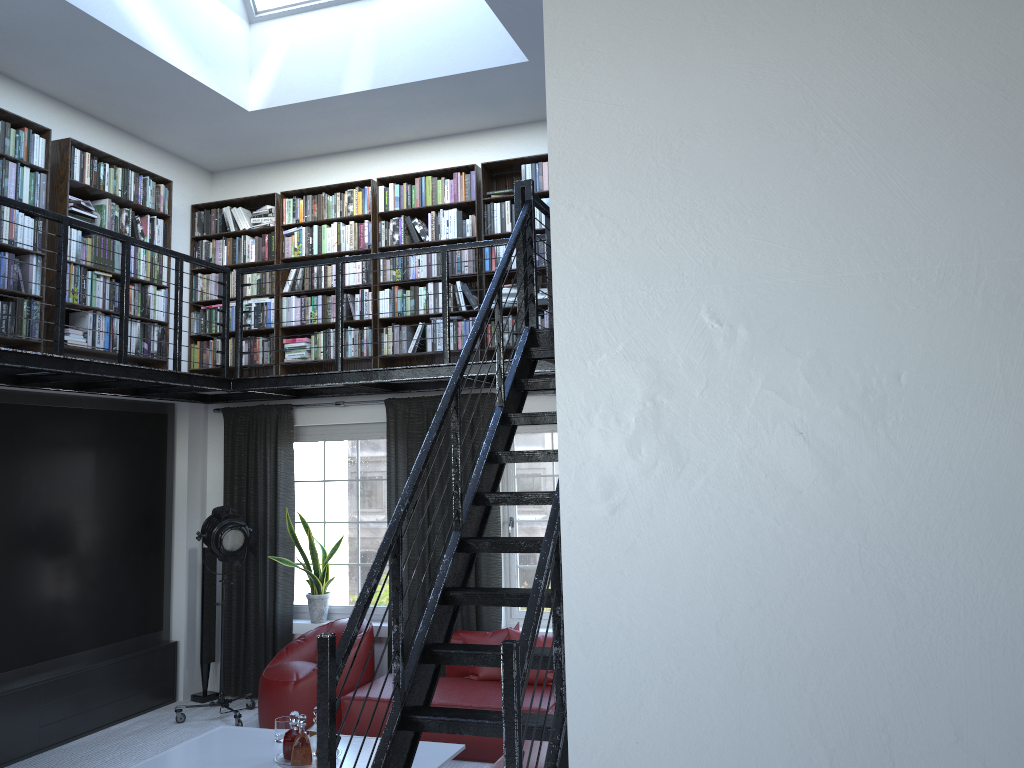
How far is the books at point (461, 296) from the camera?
6.8m

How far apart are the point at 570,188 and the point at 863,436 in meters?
0.8

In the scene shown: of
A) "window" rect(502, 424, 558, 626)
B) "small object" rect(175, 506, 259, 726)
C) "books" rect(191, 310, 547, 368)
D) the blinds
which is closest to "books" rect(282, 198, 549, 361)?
"books" rect(191, 310, 547, 368)

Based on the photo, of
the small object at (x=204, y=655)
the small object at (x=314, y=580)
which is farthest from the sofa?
the small object at (x=204, y=655)

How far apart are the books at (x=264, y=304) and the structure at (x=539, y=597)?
0.5m

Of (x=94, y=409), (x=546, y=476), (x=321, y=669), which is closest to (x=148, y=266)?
(x=94, y=409)

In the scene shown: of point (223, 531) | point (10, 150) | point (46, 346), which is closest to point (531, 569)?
point (223, 531)

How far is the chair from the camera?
6.1 meters

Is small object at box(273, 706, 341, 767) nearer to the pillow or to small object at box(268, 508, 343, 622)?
the pillow

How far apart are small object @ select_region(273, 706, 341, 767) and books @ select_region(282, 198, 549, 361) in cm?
279
